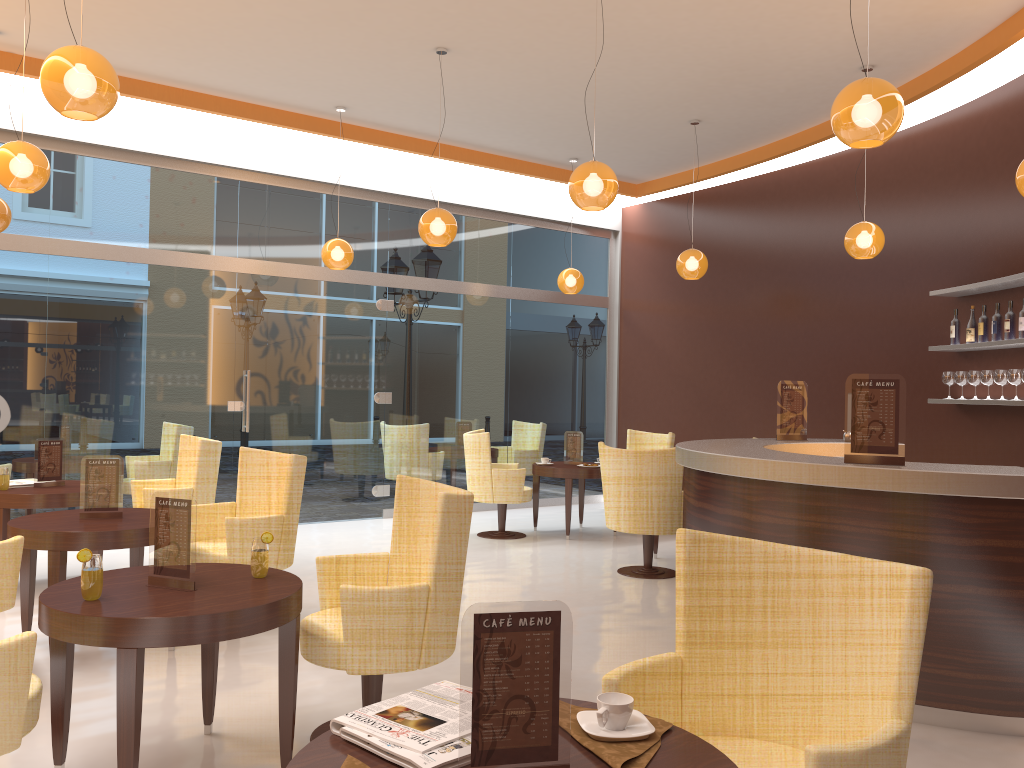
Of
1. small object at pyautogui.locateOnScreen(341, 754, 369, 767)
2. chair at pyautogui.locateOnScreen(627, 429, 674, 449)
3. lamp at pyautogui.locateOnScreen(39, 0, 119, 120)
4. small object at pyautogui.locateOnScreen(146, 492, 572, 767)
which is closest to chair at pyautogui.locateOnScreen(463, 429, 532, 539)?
chair at pyautogui.locateOnScreen(627, 429, 674, 449)

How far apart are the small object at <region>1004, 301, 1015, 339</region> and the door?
5.9 meters

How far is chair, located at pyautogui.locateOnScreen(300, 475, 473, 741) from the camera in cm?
323

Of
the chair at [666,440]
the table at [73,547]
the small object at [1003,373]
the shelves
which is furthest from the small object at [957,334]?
the table at [73,547]

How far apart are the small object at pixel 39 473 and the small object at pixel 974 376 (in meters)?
6.66

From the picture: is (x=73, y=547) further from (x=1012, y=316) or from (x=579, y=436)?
(x=1012, y=316)

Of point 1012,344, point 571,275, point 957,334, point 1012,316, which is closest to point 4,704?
point 1012,344

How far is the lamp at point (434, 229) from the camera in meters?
6.6

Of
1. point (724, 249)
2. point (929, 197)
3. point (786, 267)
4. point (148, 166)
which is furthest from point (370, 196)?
point (929, 197)

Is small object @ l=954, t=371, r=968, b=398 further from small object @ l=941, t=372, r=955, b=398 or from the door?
the door
